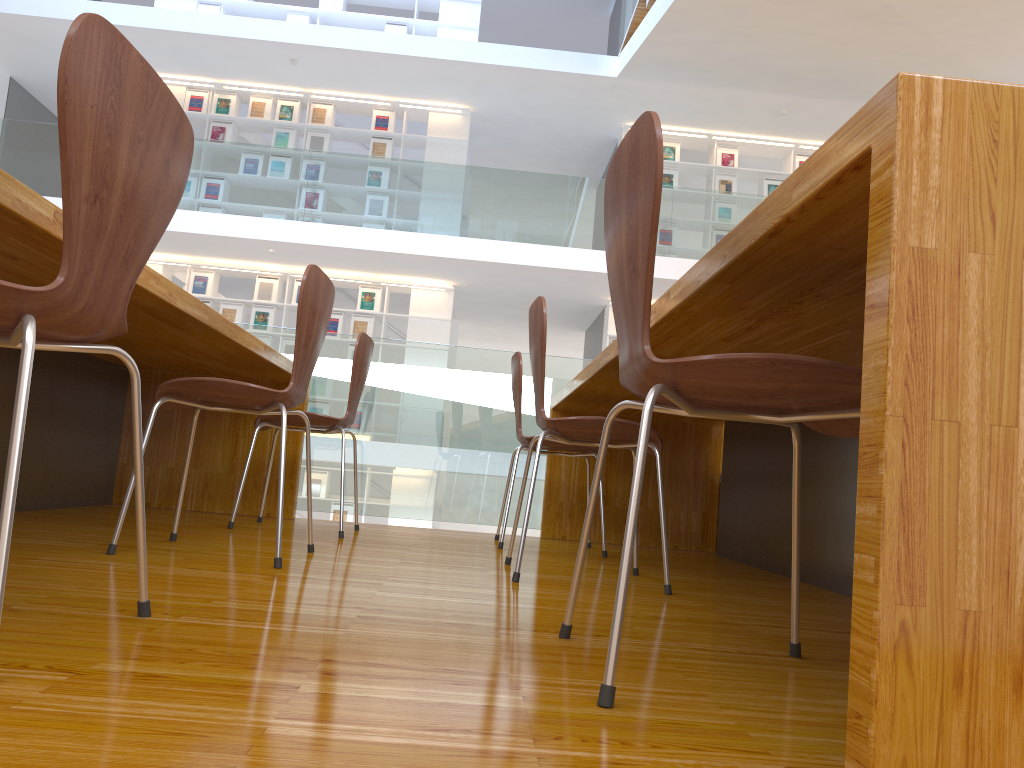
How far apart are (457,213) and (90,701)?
8.2 meters

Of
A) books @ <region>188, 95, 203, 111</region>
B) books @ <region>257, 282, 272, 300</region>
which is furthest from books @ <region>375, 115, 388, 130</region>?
books @ <region>257, 282, 272, 300</region>

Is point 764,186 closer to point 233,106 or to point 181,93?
point 233,106

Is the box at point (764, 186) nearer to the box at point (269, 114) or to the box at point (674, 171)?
the box at point (674, 171)

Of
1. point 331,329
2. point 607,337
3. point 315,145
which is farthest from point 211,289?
point 607,337

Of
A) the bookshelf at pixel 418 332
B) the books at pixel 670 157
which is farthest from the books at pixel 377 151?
the books at pixel 670 157

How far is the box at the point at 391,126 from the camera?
9.99m

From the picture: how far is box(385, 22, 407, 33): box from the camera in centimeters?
1012cm

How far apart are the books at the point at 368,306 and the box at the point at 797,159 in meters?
5.1 m

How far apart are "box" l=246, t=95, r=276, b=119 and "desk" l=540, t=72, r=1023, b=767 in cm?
741
